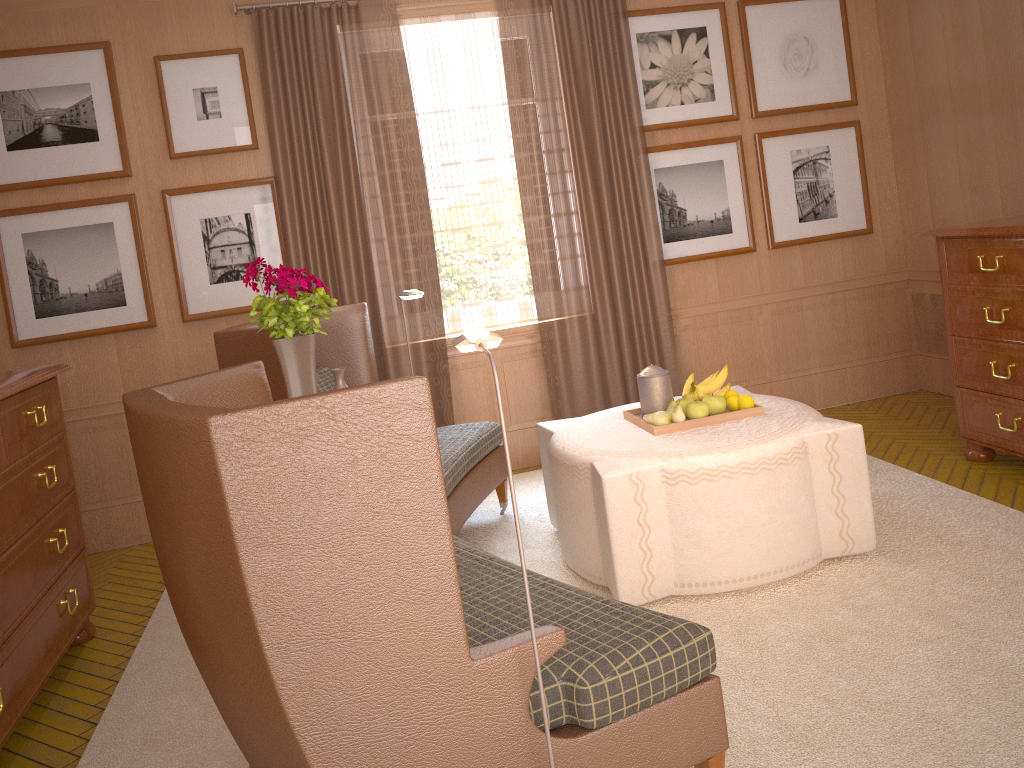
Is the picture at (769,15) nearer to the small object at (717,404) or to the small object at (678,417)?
the small object at (717,404)

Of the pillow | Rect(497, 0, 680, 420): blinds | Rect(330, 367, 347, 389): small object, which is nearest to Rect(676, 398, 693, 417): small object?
Rect(330, 367, 347, 389): small object

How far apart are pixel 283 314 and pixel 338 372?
0.5 meters

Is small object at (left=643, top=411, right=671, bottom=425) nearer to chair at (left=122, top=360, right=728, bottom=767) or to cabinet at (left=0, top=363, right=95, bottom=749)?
chair at (left=122, top=360, right=728, bottom=767)

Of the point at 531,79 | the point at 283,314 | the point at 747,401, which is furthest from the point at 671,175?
the point at 283,314

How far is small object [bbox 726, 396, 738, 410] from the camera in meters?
6.2

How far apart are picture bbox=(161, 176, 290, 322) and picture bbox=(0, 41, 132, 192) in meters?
0.4

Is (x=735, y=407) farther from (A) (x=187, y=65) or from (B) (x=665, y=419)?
(A) (x=187, y=65)

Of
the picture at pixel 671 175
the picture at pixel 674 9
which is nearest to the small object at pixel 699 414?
the picture at pixel 671 175

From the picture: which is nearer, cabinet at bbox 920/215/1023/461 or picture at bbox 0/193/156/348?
cabinet at bbox 920/215/1023/461
